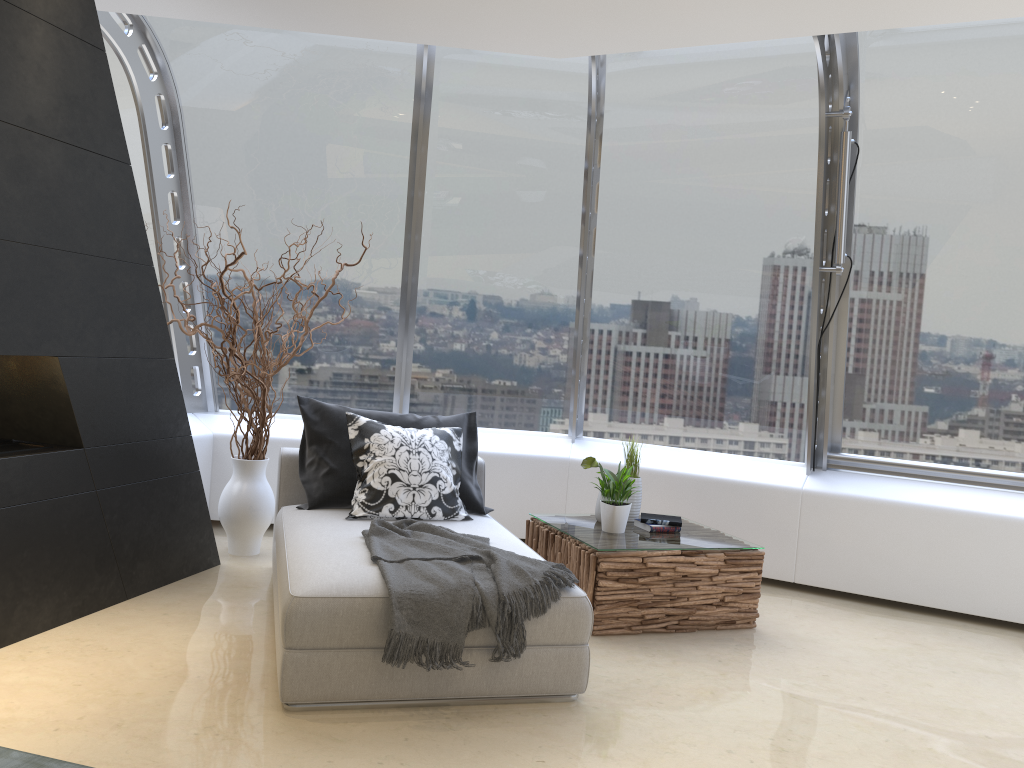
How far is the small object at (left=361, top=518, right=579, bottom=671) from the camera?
3.13m

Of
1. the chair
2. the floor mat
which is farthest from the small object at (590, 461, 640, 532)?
the floor mat

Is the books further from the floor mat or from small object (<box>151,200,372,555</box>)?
the floor mat

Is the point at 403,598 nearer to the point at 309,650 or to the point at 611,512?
the point at 309,650

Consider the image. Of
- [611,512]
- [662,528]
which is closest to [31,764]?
[611,512]

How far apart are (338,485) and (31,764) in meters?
2.1 m

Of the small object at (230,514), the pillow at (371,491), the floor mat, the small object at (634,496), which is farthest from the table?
the floor mat

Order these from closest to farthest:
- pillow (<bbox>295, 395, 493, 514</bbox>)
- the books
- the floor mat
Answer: the floor mat → pillow (<bbox>295, 395, 493, 514</bbox>) → the books

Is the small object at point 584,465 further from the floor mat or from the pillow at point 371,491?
the floor mat

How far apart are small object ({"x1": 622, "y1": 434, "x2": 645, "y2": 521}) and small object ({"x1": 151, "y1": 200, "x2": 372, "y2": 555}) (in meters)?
2.03
